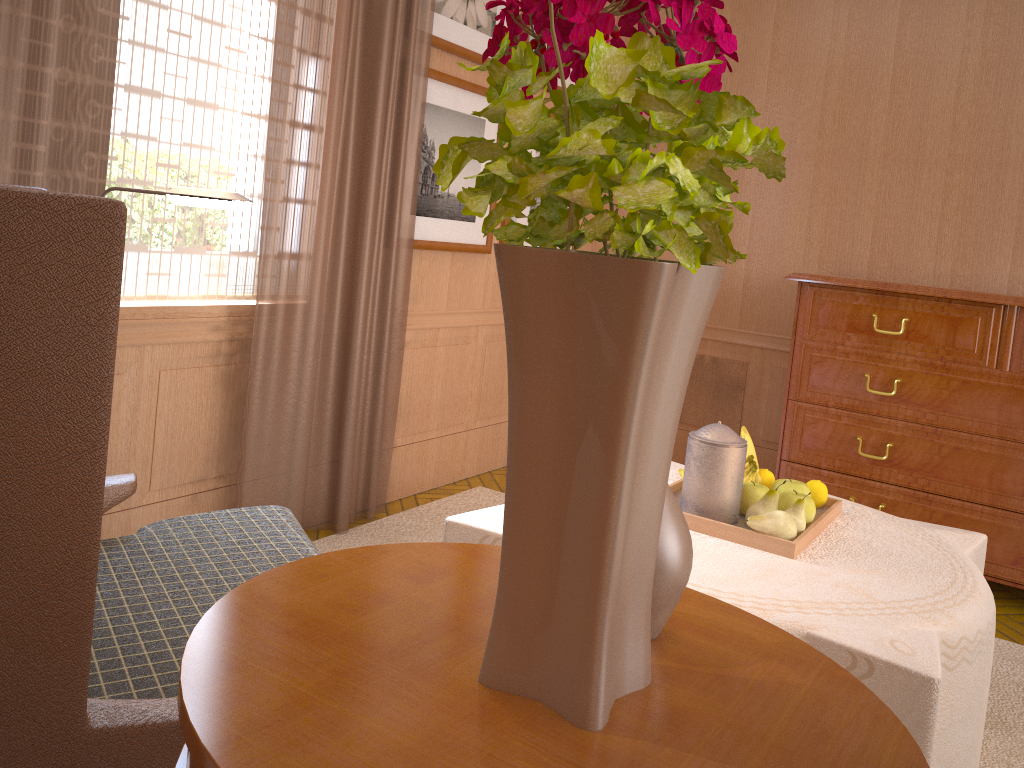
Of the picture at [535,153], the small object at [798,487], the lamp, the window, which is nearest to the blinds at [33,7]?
the window

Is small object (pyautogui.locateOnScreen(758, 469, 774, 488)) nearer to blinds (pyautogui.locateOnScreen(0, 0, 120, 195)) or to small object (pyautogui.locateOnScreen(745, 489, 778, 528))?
small object (pyautogui.locateOnScreen(745, 489, 778, 528))

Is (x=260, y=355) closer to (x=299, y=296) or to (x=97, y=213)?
(x=299, y=296)

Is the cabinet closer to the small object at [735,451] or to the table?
the small object at [735,451]

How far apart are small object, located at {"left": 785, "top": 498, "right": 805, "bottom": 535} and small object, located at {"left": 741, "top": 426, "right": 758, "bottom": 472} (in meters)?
0.56

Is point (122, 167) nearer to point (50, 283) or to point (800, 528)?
point (50, 283)

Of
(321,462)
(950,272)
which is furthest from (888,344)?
(321,462)

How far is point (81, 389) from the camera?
1.6 meters

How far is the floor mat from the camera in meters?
4.0 m

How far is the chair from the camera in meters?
1.5 m
